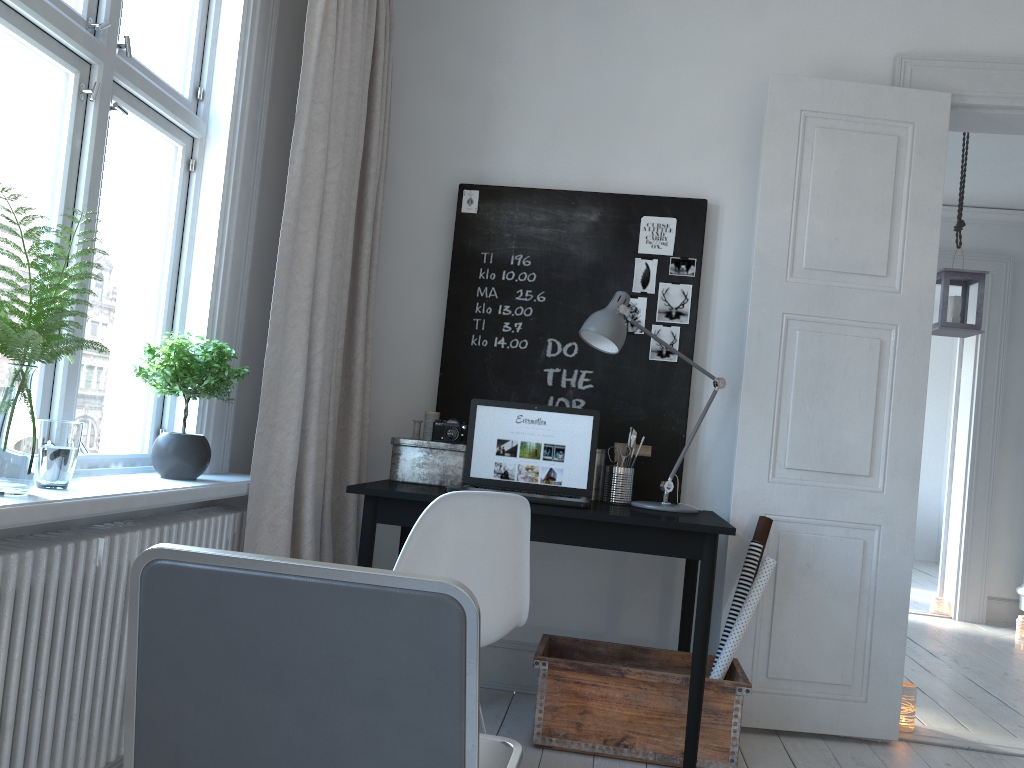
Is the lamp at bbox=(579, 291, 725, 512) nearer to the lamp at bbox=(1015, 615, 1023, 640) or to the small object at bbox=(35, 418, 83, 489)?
the small object at bbox=(35, 418, 83, 489)

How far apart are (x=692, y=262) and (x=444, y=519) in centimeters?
168cm

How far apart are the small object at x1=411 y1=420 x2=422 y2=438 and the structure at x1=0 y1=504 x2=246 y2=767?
0.7 meters

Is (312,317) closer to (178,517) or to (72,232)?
(178,517)

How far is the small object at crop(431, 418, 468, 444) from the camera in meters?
3.0 m

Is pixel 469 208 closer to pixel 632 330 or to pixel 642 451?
pixel 632 330

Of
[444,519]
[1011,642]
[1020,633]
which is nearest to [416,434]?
[444,519]

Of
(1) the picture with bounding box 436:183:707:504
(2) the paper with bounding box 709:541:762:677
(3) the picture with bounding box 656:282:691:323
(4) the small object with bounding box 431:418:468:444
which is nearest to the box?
(4) the small object with bounding box 431:418:468:444

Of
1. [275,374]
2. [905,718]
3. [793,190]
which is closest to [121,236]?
[275,374]

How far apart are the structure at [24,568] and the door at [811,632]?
1.6 meters
